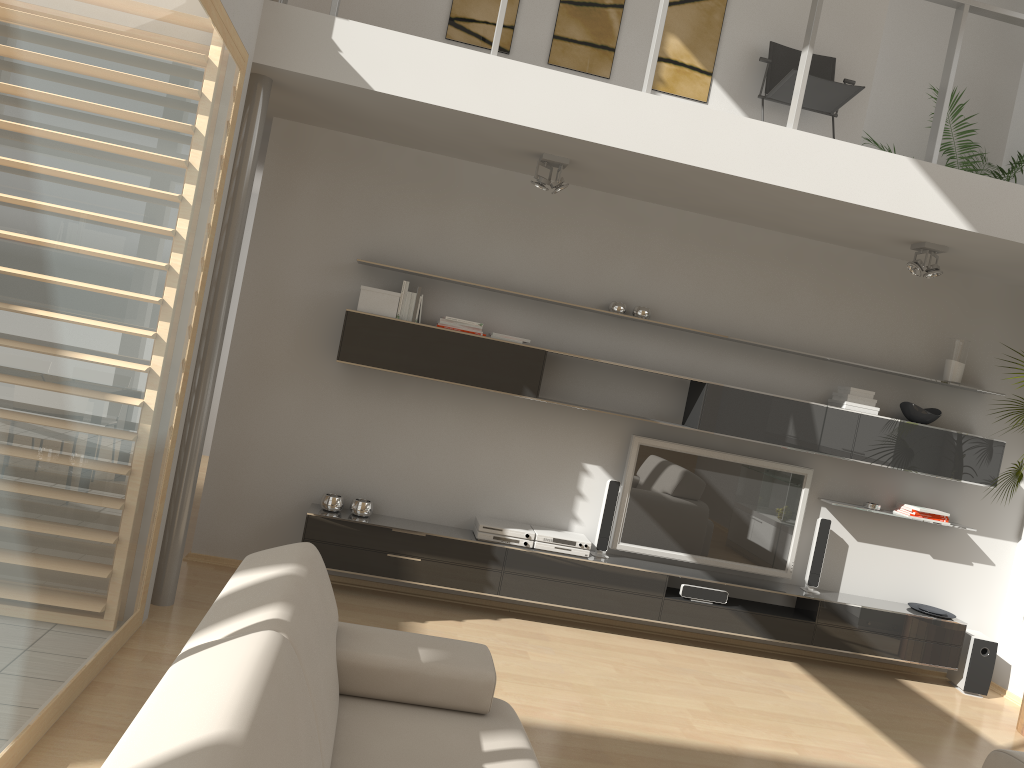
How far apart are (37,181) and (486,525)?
3.58m

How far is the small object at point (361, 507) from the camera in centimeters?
528cm

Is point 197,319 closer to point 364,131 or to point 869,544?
point 364,131

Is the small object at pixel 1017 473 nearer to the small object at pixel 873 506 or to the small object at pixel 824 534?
the small object at pixel 873 506

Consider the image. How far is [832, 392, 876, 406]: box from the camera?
5.6m

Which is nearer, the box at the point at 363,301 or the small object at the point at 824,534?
the box at the point at 363,301

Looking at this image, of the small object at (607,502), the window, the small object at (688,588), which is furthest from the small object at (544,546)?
the window

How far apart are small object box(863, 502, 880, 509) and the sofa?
3.64m

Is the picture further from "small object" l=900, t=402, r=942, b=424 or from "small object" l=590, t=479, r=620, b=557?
"small object" l=590, t=479, r=620, b=557

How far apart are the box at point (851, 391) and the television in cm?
56
